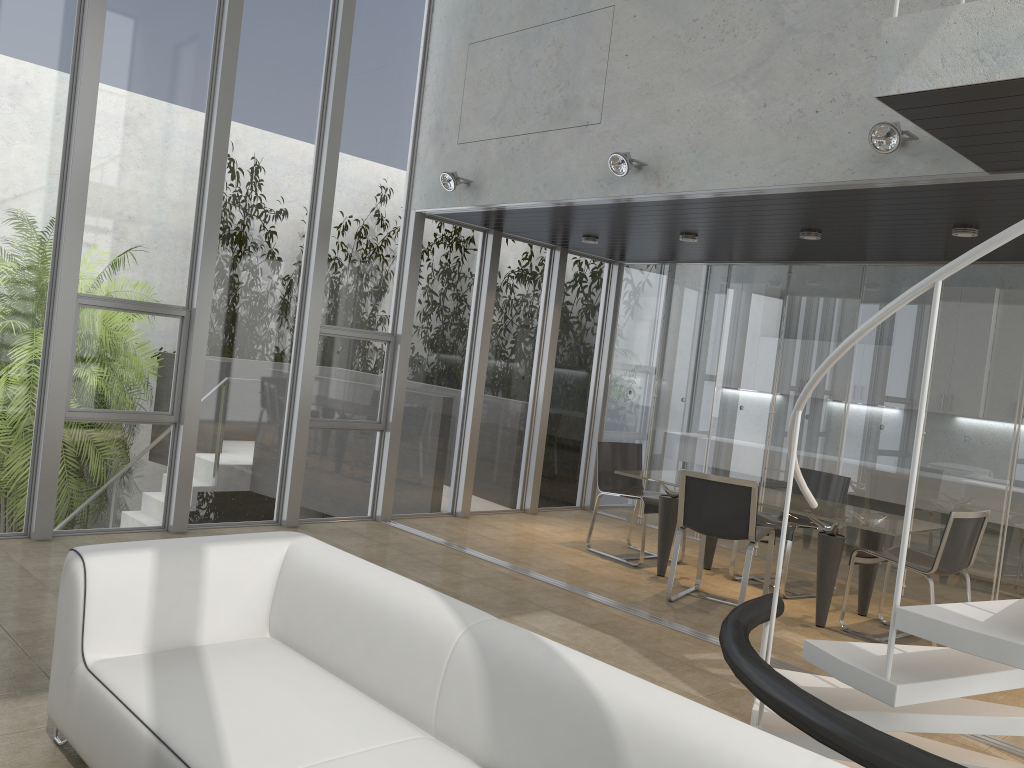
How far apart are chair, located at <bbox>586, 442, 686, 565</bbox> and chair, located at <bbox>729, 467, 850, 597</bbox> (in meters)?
0.81

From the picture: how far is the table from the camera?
5.8m

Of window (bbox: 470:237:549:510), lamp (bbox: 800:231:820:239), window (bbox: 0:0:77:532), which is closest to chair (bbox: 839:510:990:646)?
lamp (bbox: 800:231:820:239)

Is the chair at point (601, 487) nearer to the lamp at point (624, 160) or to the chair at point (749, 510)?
the chair at point (749, 510)

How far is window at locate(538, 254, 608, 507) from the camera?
9.2m

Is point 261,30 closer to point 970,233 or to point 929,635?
point 970,233

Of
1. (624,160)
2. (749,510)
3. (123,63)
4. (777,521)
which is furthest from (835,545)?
(123,63)

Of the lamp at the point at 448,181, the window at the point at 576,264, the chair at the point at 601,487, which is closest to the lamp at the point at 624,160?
the lamp at the point at 448,181

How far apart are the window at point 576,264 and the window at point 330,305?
2.1m

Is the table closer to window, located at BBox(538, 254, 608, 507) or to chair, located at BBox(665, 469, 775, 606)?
chair, located at BBox(665, 469, 775, 606)
